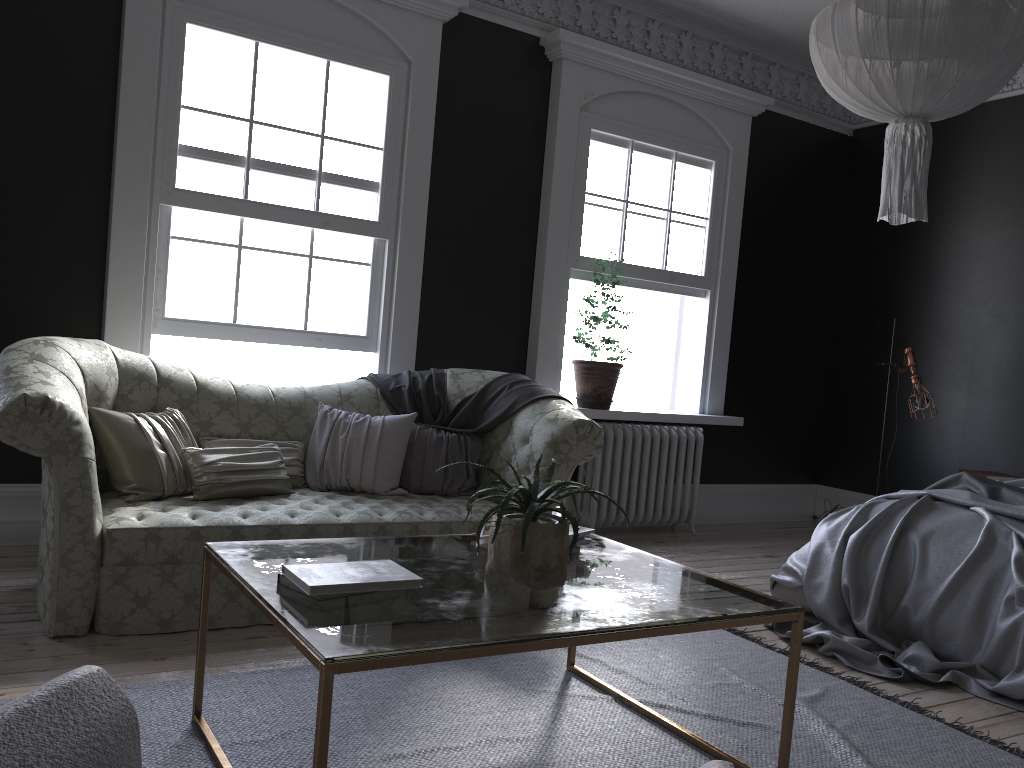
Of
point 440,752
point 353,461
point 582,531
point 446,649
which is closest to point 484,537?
point 582,531

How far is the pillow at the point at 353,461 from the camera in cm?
457

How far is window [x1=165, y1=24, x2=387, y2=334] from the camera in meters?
5.0 m

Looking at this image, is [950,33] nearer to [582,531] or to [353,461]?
[582,531]

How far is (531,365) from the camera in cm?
627

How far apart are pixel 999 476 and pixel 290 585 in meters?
5.3 m

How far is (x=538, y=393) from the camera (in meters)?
4.89

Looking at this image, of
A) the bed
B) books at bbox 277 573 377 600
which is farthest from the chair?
the bed

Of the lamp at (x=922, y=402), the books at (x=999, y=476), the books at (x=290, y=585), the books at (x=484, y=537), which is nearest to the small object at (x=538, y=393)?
the books at (x=484, y=537)

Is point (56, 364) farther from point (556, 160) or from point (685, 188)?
point (685, 188)
